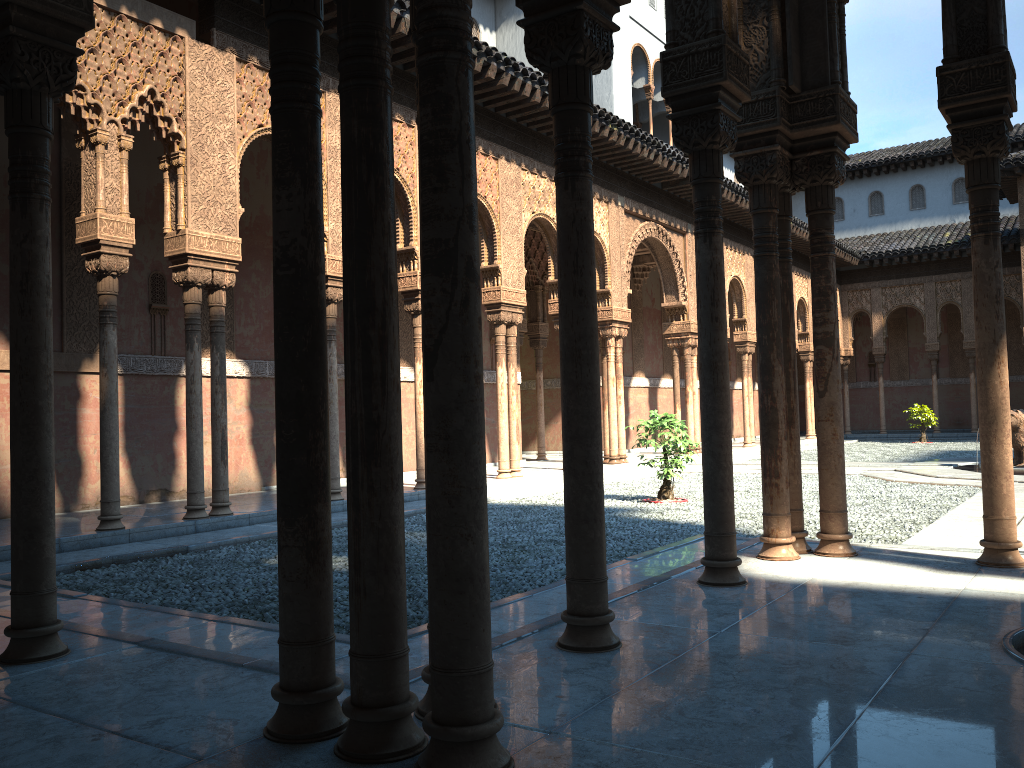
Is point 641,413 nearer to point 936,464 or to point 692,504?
point 936,464

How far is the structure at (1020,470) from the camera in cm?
1459

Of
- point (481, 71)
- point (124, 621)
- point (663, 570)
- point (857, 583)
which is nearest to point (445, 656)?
point (857, 583)

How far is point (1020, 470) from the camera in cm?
1458

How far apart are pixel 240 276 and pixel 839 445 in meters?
10.1

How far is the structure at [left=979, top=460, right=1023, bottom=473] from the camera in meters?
14.6
